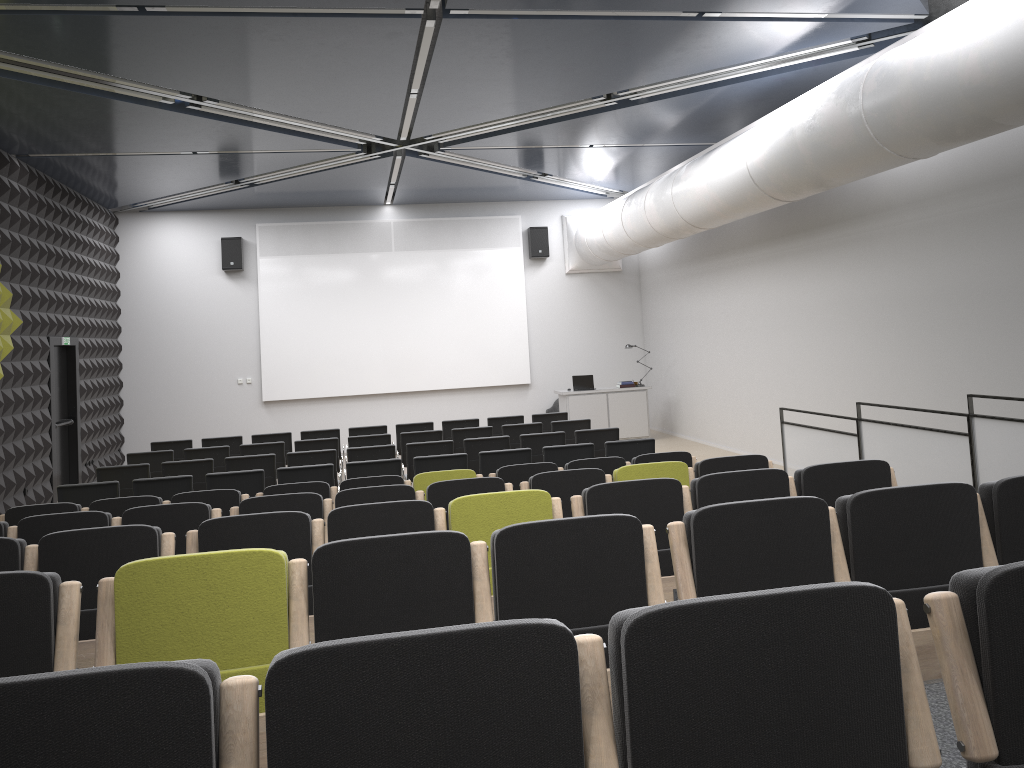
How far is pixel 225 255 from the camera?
16.7m

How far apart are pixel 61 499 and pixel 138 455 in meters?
2.6 m

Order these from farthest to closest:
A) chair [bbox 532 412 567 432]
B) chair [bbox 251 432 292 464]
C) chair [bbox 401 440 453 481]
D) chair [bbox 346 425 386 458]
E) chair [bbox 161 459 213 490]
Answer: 1. chair [bbox 532 412 567 432]
2. chair [bbox 346 425 386 458]
3. chair [bbox 251 432 292 464]
4. chair [bbox 401 440 453 481]
5. chair [bbox 161 459 213 490]

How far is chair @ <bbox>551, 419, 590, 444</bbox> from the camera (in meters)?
11.97

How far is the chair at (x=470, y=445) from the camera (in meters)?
10.46

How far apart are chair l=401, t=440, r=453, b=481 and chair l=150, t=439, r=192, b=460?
3.86m

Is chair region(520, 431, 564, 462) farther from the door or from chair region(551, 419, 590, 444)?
the door

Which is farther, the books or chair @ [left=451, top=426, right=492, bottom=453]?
the books

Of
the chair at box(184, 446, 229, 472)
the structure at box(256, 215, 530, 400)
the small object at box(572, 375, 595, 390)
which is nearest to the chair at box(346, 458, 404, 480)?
the chair at box(184, 446, 229, 472)

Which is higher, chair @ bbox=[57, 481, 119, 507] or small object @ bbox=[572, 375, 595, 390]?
small object @ bbox=[572, 375, 595, 390]
